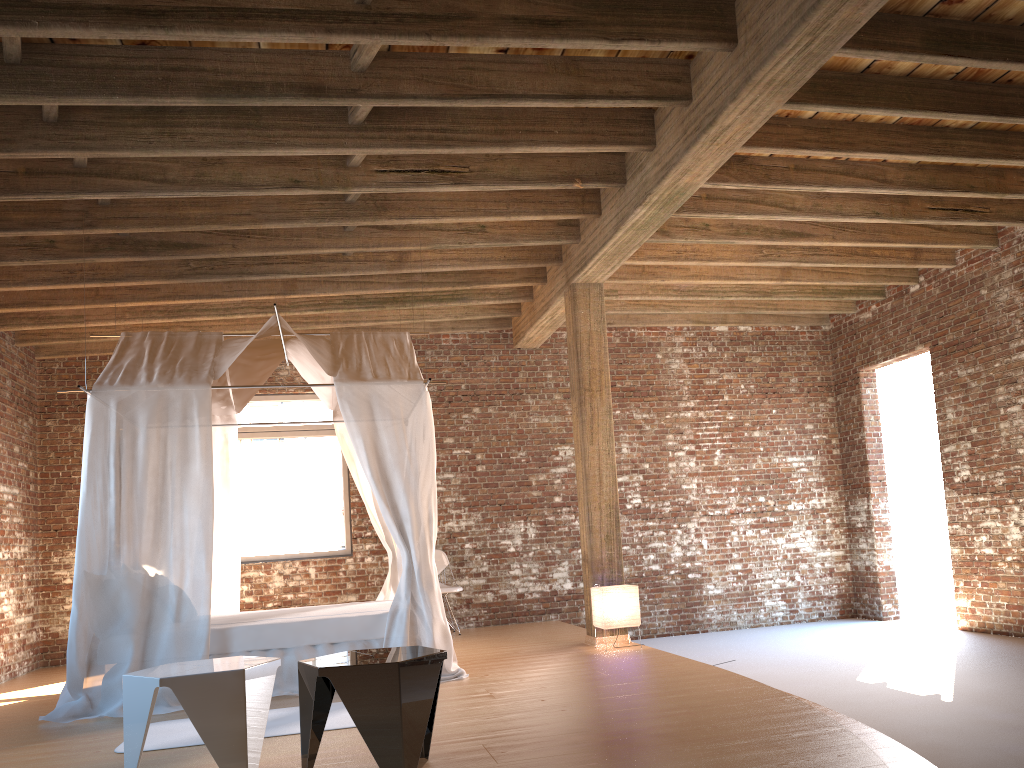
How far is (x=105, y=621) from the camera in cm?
567

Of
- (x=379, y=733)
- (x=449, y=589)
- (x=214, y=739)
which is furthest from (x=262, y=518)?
(x=379, y=733)

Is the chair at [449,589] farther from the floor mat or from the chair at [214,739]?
the chair at [214,739]

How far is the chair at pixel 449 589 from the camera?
9.0 meters

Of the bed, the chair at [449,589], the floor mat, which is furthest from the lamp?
the floor mat

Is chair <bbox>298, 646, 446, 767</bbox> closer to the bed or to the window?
the bed

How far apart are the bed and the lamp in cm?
128

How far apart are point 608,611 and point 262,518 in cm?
429

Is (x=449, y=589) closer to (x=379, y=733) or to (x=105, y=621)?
(x=105, y=621)

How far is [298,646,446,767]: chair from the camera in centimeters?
329cm
